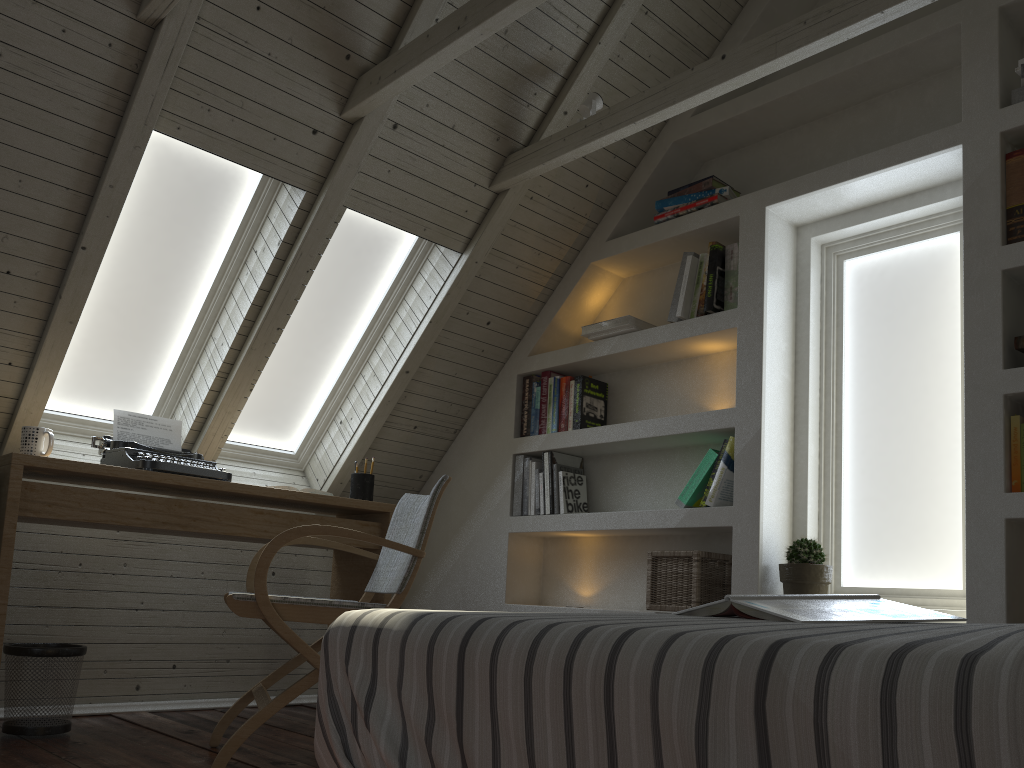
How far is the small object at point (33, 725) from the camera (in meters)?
2.47

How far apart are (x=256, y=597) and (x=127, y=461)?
0.9m

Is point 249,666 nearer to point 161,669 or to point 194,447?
point 161,669

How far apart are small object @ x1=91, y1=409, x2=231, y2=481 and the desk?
0.0m

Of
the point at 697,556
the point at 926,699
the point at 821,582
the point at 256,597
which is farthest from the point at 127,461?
the point at 926,699

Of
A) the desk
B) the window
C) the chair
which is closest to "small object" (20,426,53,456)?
the desk

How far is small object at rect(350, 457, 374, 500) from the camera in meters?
3.3 m

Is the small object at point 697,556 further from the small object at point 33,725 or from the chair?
the small object at point 33,725

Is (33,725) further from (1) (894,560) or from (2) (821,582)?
(1) (894,560)

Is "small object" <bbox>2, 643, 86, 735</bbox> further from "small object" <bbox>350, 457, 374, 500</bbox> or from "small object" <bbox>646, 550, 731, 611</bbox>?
"small object" <bbox>646, 550, 731, 611</bbox>
